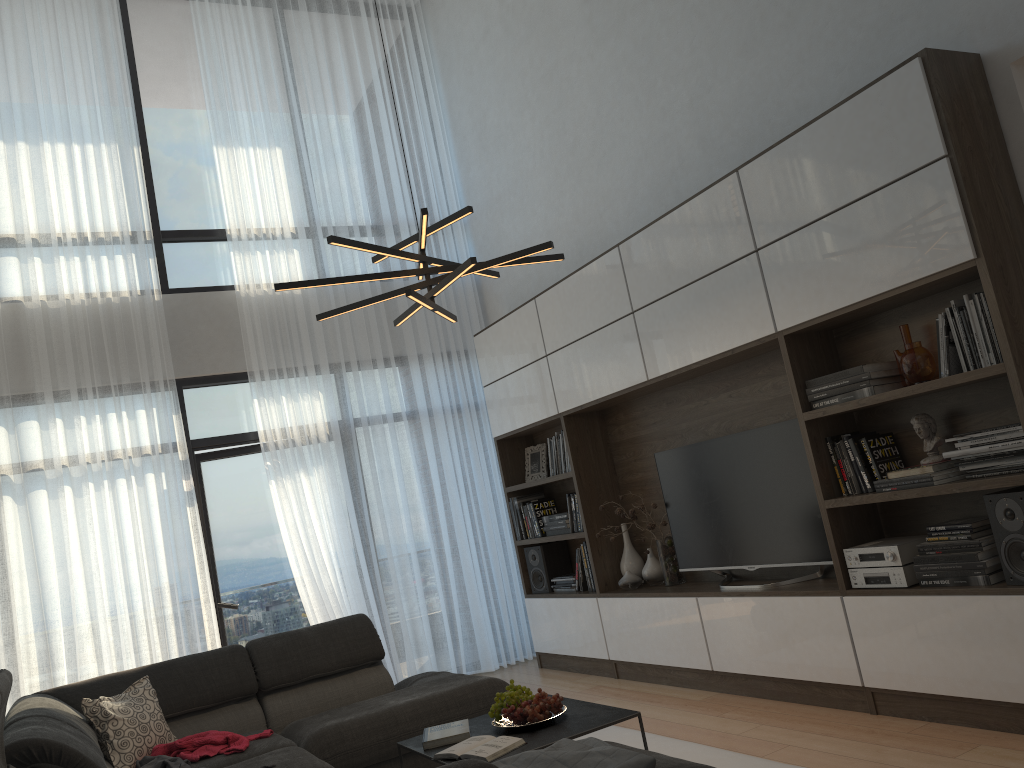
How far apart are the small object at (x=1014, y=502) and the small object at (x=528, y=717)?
1.7m

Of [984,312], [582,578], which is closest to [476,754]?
[984,312]

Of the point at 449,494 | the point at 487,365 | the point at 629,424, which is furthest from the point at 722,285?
the point at 449,494

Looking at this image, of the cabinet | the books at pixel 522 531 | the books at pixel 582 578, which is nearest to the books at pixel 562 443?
the cabinet

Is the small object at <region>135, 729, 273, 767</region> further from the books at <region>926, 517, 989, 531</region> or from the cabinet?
the books at <region>926, 517, 989, 531</region>

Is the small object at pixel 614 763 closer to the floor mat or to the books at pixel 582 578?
the floor mat

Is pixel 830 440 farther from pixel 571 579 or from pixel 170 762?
pixel 170 762

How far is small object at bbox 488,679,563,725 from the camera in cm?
328

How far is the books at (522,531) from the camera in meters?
6.4 m

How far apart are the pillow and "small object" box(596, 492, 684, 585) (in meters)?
2.66
